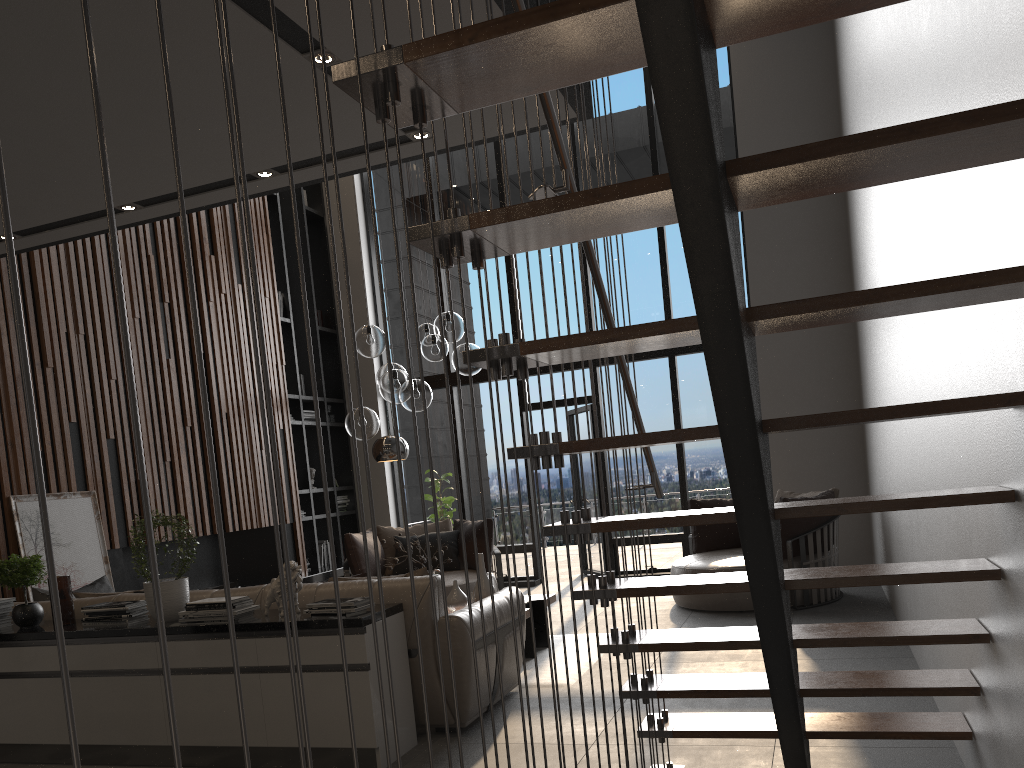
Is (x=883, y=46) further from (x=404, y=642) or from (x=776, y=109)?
(x=776, y=109)

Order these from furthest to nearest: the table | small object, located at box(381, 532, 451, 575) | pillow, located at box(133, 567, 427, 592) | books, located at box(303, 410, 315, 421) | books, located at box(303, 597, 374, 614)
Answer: books, located at box(303, 410, 315, 421)
small object, located at box(381, 532, 451, 575)
the table
pillow, located at box(133, 567, 427, 592)
books, located at box(303, 597, 374, 614)

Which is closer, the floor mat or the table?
the floor mat

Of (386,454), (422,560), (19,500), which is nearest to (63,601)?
(19,500)

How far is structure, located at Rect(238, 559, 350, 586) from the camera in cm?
866

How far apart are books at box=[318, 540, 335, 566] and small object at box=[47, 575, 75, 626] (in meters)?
5.13

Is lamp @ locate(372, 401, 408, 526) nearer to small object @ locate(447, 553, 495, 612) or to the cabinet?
small object @ locate(447, 553, 495, 612)

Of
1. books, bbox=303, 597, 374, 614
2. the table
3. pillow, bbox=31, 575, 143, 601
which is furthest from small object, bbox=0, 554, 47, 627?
the table

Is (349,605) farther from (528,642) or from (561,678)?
(528,642)

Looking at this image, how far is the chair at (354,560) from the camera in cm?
781
